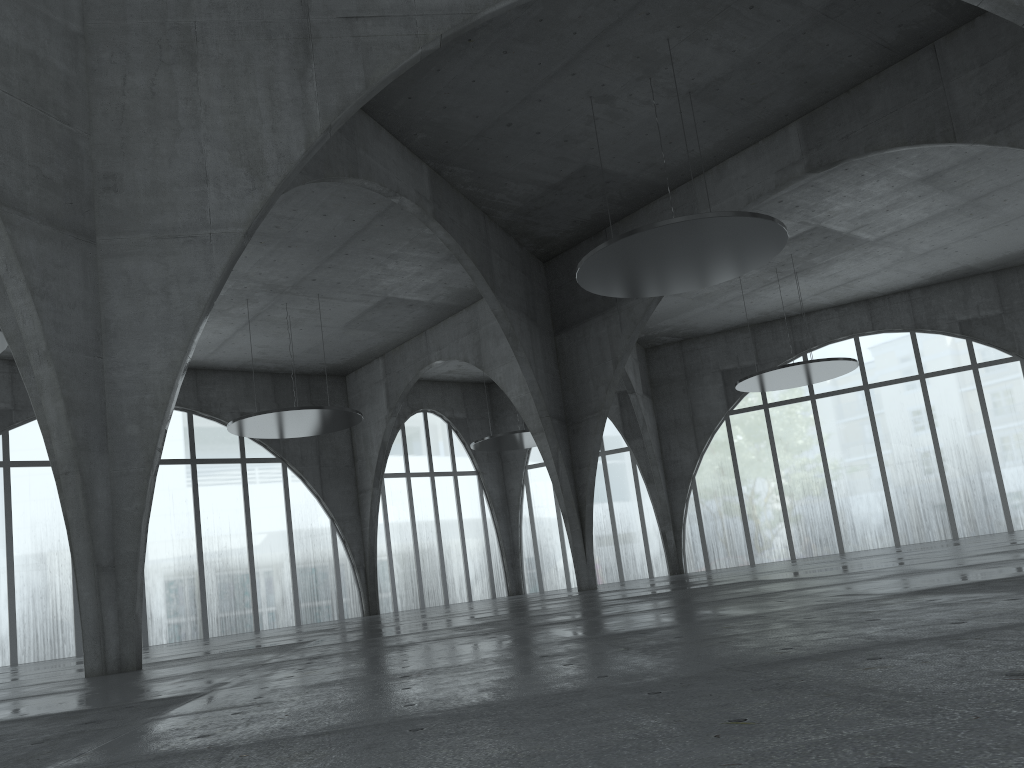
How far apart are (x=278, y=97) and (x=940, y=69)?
34.54m
